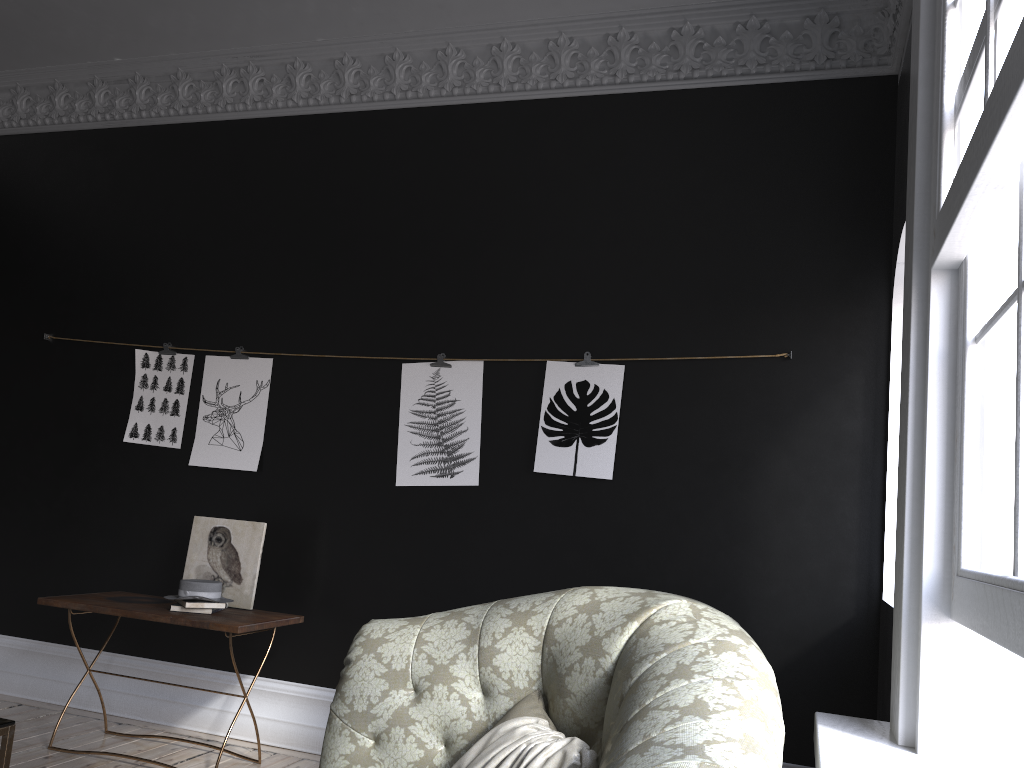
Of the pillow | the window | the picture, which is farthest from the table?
the window

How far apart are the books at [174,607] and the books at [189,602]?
0.04m

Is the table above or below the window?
below

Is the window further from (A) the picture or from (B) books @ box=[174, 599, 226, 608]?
(B) books @ box=[174, 599, 226, 608]

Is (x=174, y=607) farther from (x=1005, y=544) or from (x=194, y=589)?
(x=1005, y=544)

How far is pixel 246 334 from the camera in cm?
512

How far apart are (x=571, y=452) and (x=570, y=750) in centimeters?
253cm

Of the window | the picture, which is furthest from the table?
the window

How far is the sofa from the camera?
1.6 meters

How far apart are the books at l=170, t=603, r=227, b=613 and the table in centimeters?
155cm
